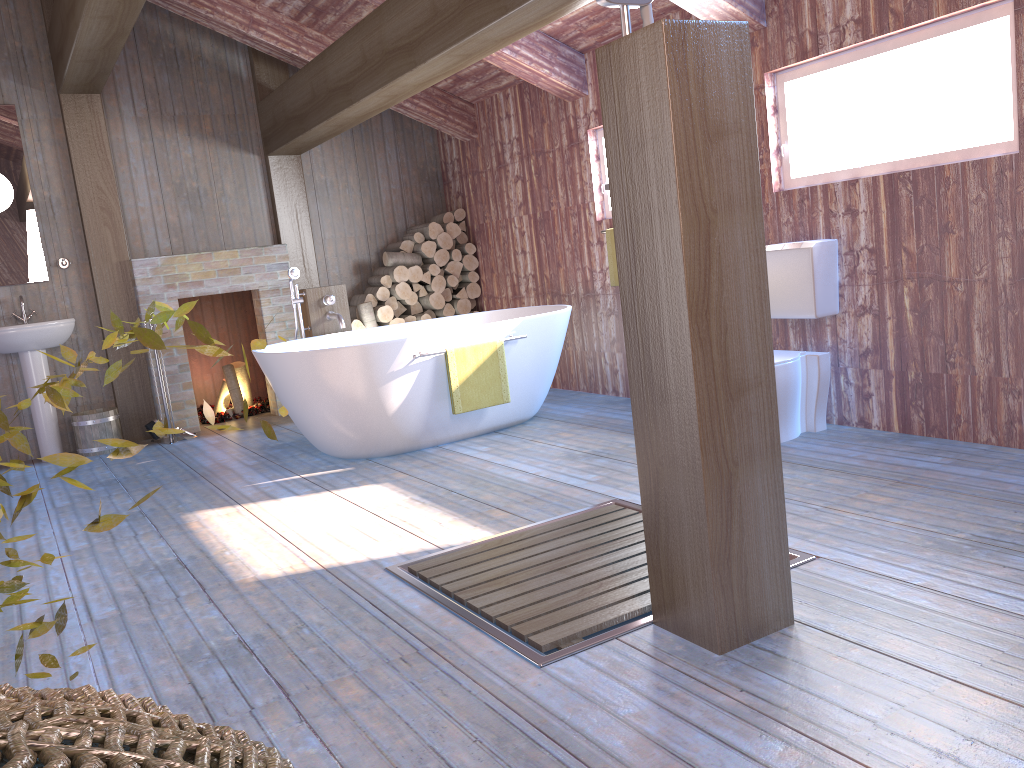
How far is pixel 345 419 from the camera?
4.7 meters

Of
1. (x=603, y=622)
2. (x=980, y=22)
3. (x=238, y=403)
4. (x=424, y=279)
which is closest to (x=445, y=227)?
(x=424, y=279)

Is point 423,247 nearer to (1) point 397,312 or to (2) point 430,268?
(2) point 430,268

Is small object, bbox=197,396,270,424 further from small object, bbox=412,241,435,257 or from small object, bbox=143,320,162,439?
small object, bbox=412,241,435,257

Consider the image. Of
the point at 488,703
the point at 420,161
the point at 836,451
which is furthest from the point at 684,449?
the point at 420,161

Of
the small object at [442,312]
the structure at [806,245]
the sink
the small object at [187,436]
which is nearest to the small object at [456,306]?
the small object at [442,312]

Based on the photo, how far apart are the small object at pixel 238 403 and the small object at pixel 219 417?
0.1m

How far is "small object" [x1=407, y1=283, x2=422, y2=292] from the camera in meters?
7.1 m

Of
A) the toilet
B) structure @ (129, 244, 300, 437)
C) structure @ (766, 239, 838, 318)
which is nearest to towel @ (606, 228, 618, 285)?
structure @ (766, 239, 838, 318)

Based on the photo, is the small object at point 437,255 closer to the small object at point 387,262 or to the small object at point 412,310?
the small object at point 387,262
